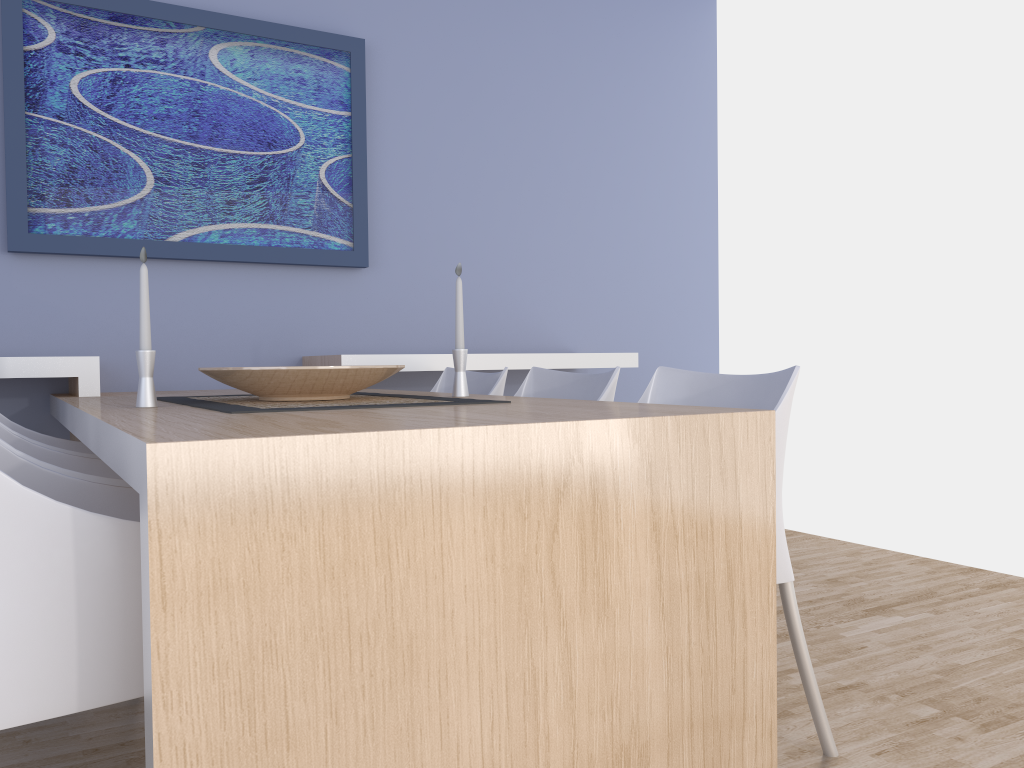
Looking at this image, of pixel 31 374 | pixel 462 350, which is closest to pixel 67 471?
pixel 462 350

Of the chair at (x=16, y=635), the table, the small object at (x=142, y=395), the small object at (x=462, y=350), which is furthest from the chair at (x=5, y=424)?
the small object at (x=462, y=350)

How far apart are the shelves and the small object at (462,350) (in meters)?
0.91

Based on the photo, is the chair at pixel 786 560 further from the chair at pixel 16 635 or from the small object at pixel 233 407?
the chair at pixel 16 635

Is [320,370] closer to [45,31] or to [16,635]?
[16,635]

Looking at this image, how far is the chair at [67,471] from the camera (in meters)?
1.63

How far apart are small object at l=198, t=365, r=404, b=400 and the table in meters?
0.1 m

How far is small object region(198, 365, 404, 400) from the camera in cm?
196

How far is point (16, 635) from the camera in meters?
1.1

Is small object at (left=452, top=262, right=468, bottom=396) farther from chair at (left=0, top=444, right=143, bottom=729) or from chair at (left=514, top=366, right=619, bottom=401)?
chair at (left=0, top=444, right=143, bottom=729)
